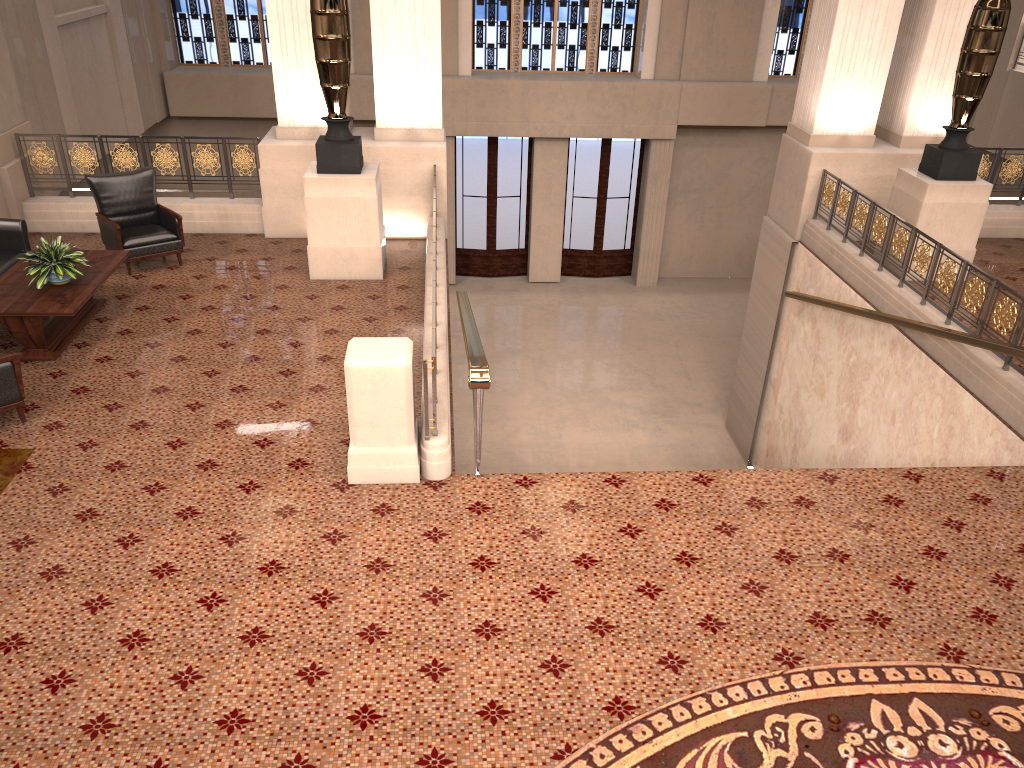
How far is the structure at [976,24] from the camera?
8.3 meters

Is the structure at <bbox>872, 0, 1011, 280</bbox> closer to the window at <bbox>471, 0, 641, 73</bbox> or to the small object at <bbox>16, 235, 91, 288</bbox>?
the small object at <bbox>16, 235, 91, 288</bbox>

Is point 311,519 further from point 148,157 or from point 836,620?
point 148,157

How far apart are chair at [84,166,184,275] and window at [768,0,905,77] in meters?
12.3

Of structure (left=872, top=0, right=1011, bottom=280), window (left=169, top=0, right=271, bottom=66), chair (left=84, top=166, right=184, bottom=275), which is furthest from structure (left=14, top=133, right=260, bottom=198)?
window (left=169, top=0, right=271, bottom=66)

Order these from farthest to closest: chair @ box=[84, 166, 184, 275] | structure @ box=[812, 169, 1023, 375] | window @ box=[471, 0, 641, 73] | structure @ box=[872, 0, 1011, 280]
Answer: window @ box=[471, 0, 641, 73] < chair @ box=[84, 166, 184, 275] < structure @ box=[872, 0, 1011, 280] < structure @ box=[812, 169, 1023, 375]

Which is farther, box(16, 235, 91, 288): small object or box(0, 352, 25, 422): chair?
box(16, 235, 91, 288): small object

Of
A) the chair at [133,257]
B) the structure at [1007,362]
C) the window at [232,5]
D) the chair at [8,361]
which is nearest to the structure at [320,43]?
the chair at [133,257]

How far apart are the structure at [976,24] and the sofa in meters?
8.5

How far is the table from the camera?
6.7m
